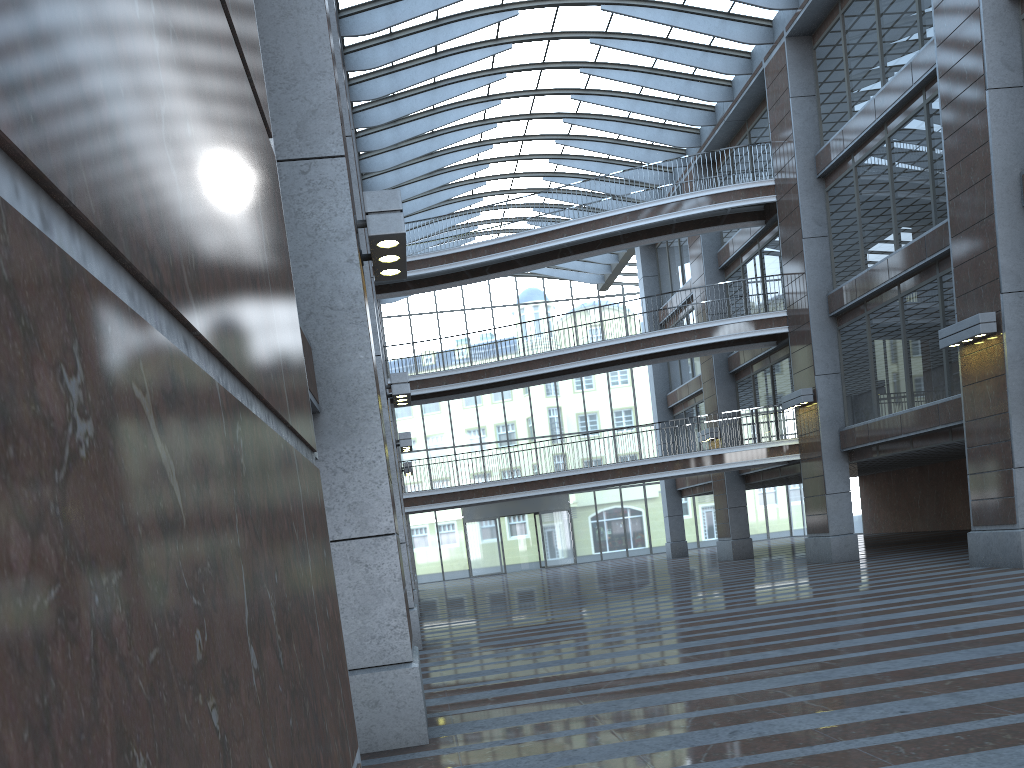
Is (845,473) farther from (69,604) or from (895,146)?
(895,146)

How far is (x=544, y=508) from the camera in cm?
4447
